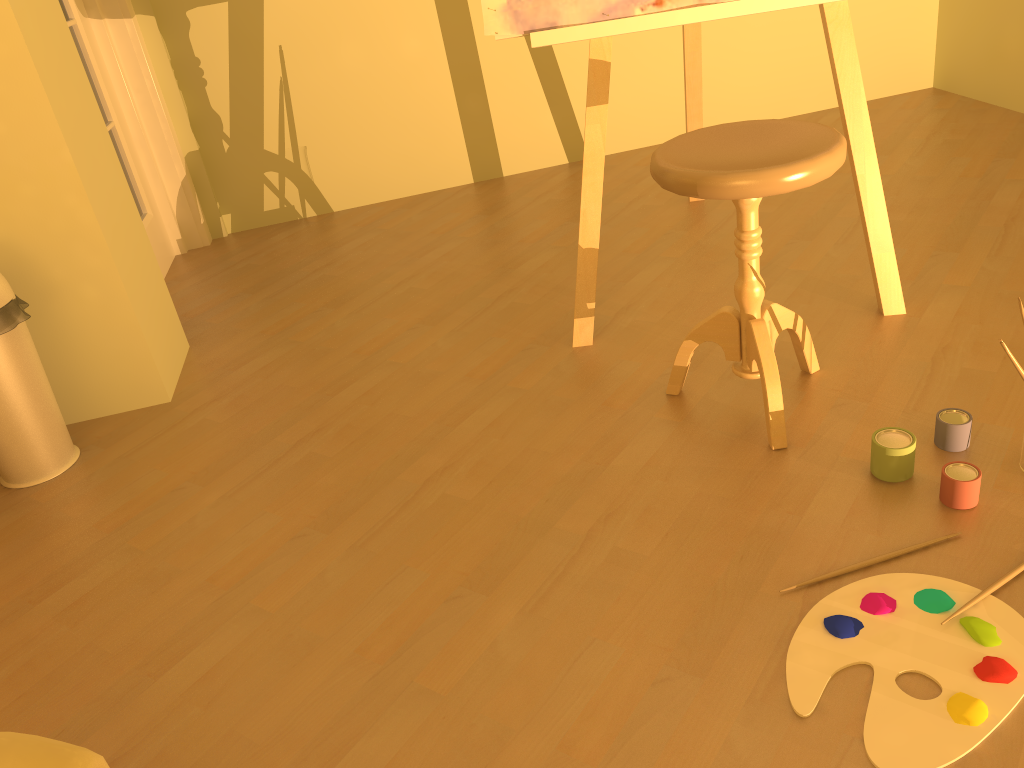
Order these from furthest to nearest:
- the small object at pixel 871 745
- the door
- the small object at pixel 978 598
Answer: the door < the small object at pixel 978 598 < the small object at pixel 871 745

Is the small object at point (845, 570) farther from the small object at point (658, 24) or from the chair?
the small object at point (658, 24)

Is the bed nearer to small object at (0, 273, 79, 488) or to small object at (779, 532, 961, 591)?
small object at (779, 532, 961, 591)

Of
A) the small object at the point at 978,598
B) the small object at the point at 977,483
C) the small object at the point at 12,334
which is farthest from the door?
the small object at the point at 978,598

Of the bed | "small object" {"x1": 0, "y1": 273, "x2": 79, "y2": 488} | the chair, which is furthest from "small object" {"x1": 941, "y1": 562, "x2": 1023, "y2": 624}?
"small object" {"x1": 0, "y1": 273, "x2": 79, "y2": 488}

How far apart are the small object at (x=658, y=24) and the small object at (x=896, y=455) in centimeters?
61cm

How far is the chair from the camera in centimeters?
149cm

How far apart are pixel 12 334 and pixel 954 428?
1.9 meters

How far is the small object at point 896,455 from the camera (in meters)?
1.55

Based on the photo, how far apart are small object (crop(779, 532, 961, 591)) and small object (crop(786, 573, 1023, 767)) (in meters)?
0.03
